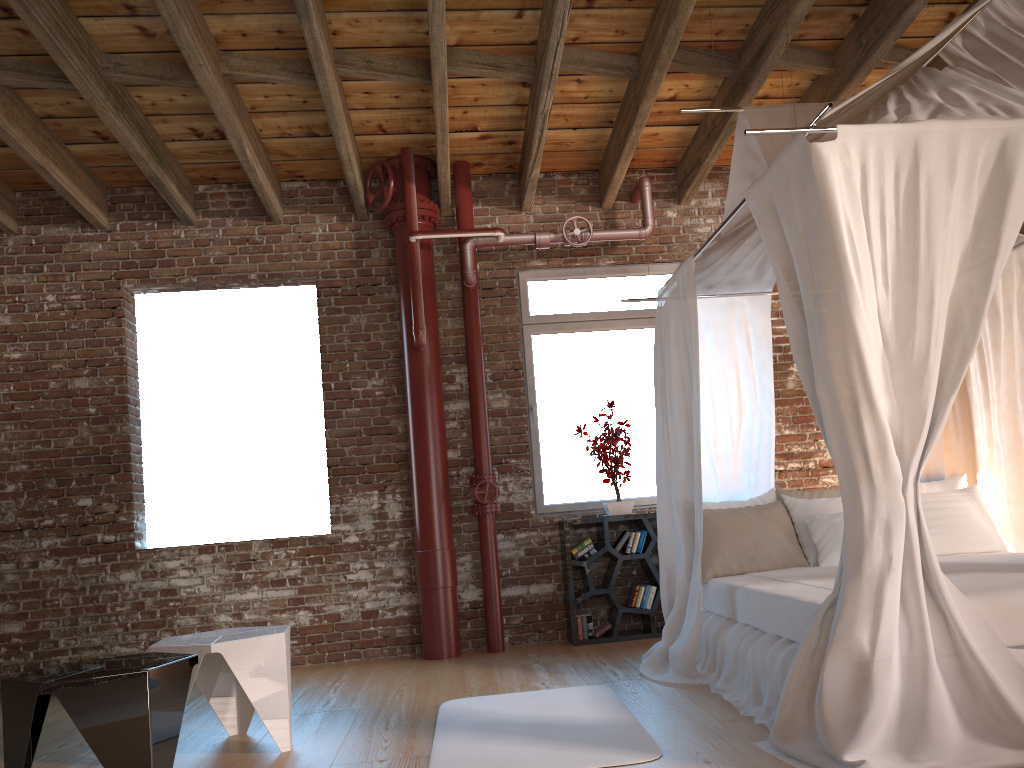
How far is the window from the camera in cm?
634

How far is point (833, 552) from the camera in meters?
4.5

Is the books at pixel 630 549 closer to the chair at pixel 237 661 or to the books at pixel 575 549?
the books at pixel 575 549

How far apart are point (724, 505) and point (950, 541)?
1.2m

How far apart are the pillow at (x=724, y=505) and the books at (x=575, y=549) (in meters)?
1.17

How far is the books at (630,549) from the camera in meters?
5.9 m

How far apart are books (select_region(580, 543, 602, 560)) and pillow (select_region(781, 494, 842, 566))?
1.45m

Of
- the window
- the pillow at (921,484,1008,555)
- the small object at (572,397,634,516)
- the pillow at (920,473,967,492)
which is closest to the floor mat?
the small object at (572,397,634,516)

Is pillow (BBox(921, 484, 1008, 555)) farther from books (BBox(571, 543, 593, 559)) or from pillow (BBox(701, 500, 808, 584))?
books (BBox(571, 543, 593, 559))

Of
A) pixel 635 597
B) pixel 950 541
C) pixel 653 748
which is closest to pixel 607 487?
pixel 635 597
